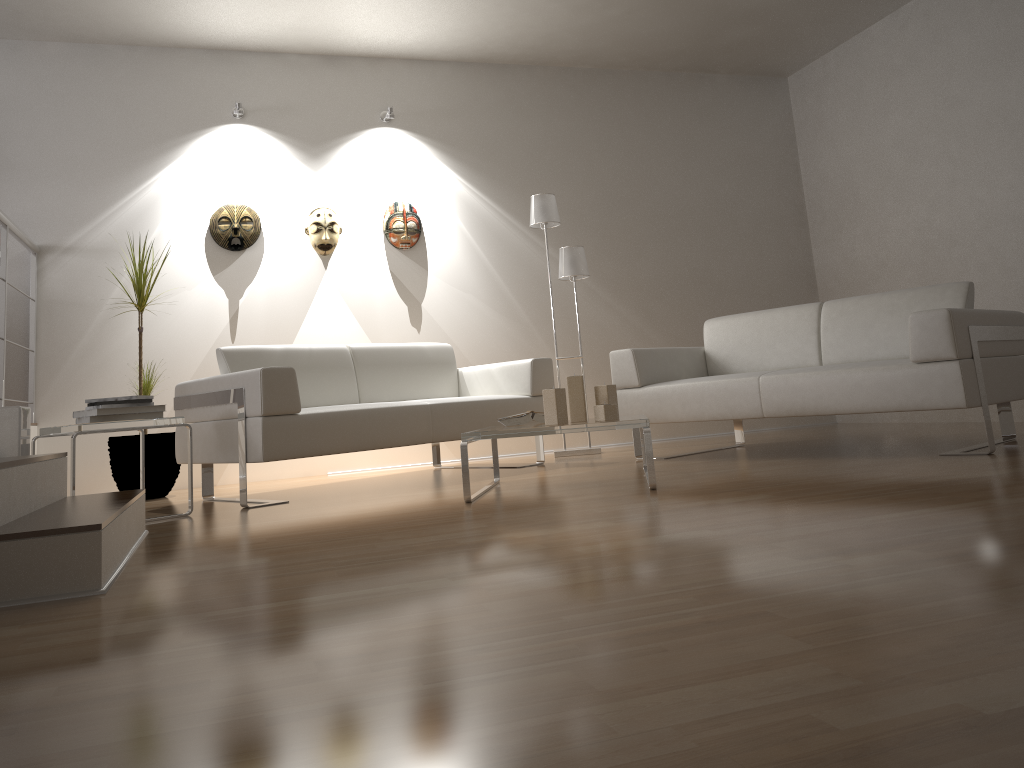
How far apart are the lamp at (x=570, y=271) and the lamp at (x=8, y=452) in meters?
3.1 m

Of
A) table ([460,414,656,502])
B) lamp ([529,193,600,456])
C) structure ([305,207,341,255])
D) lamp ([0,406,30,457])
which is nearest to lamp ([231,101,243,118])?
structure ([305,207,341,255])

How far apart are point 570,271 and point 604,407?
2.25m

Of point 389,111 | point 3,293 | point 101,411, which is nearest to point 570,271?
point 389,111

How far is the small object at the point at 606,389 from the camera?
3.6 meters

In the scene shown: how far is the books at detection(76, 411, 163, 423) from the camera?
3.52m

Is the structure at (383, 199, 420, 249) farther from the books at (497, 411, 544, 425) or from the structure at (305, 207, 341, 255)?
the books at (497, 411, 544, 425)

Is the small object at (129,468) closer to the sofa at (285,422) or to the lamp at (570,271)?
the sofa at (285,422)

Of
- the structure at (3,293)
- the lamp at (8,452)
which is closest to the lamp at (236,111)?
the structure at (3,293)

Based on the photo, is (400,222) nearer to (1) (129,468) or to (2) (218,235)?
(2) (218,235)
